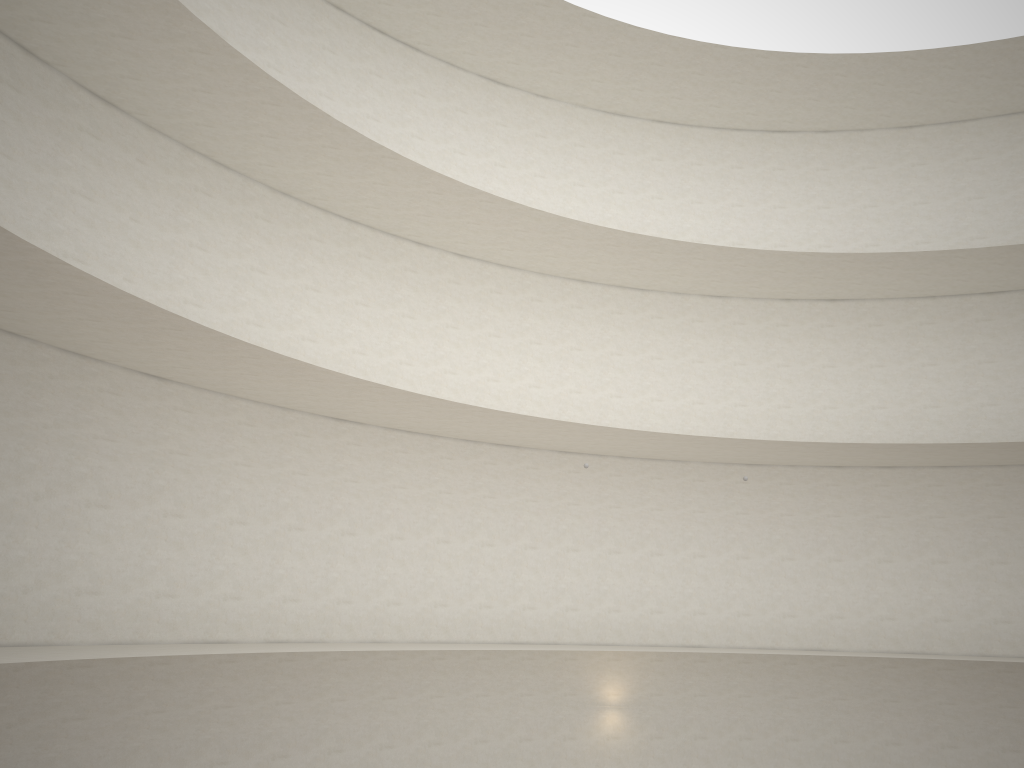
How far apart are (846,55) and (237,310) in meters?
14.1
